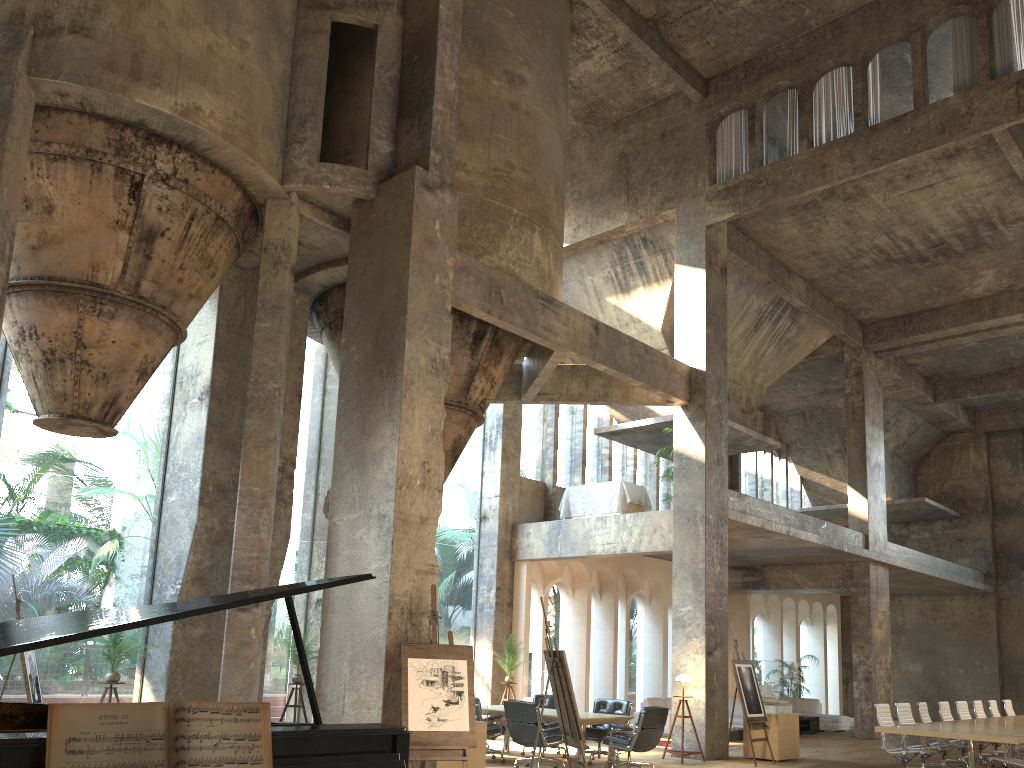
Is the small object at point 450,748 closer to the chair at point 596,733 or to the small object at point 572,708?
the small object at point 572,708

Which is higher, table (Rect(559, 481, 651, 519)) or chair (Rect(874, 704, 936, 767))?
table (Rect(559, 481, 651, 519))

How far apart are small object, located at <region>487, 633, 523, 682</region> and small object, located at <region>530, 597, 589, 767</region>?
6.12m

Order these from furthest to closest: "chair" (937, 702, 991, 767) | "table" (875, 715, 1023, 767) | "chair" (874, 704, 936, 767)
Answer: "chair" (937, 702, 991, 767) → "chair" (874, 704, 936, 767) → "table" (875, 715, 1023, 767)

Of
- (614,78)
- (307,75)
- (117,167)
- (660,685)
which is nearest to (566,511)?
(660,685)

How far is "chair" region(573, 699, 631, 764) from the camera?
11.9m

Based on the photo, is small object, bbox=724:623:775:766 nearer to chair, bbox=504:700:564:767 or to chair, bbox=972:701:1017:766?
chair, bbox=504:700:564:767

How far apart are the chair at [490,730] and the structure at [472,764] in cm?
238

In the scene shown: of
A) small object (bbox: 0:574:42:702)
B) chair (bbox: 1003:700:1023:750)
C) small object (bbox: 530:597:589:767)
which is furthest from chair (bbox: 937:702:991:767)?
small object (bbox: 0:574:42:702)

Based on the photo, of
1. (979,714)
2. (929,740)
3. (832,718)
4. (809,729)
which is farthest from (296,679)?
(832,718)
